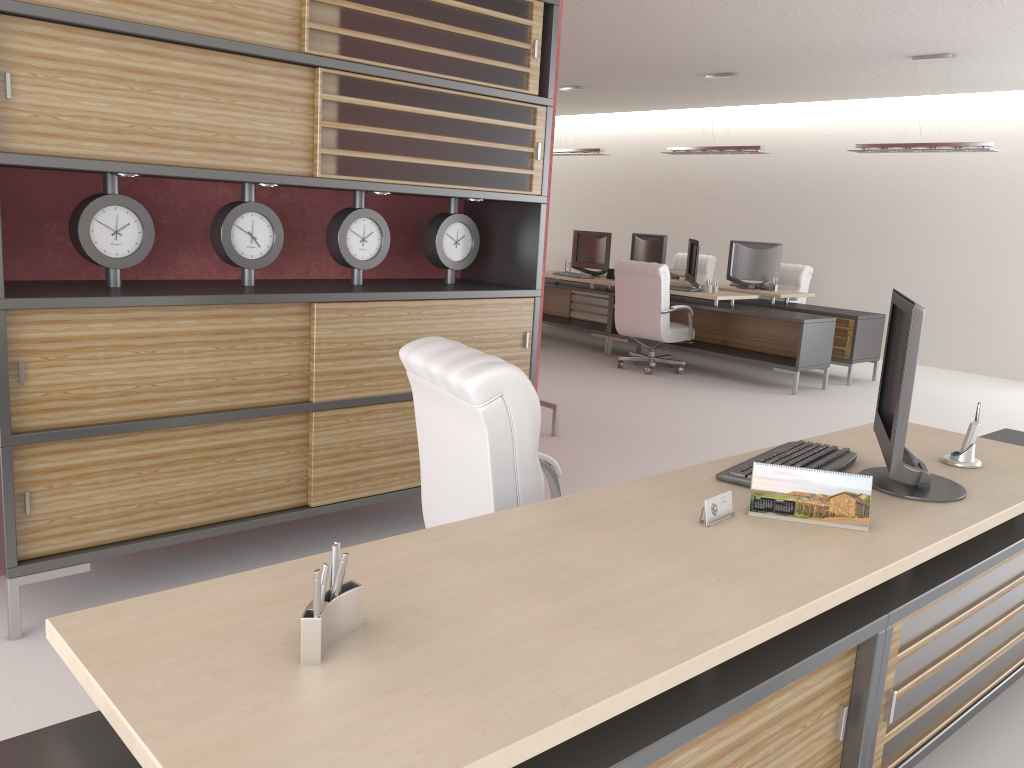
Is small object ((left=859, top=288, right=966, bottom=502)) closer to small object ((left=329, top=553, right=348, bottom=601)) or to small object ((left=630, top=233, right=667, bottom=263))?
small object ((left=329, top=553, right=348, bottom=601))

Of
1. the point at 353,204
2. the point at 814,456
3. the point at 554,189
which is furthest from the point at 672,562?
the point at 554,189

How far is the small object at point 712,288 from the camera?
13.4m

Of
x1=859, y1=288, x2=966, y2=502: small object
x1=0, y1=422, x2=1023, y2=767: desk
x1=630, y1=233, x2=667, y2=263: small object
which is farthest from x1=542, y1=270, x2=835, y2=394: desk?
x1=859, y1=288, x2=966, y2=502: small object

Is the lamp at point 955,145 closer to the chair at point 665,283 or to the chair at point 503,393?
the chair at point 665,283

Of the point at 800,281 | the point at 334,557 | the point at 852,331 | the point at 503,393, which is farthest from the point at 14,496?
the point at 800,281

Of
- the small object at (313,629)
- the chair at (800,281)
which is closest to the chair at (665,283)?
the chair at (800,281)

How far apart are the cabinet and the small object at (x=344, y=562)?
2.9 meters

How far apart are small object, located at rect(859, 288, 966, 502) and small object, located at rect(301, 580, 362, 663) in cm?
211

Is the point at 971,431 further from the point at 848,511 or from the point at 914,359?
the point at 848,511
